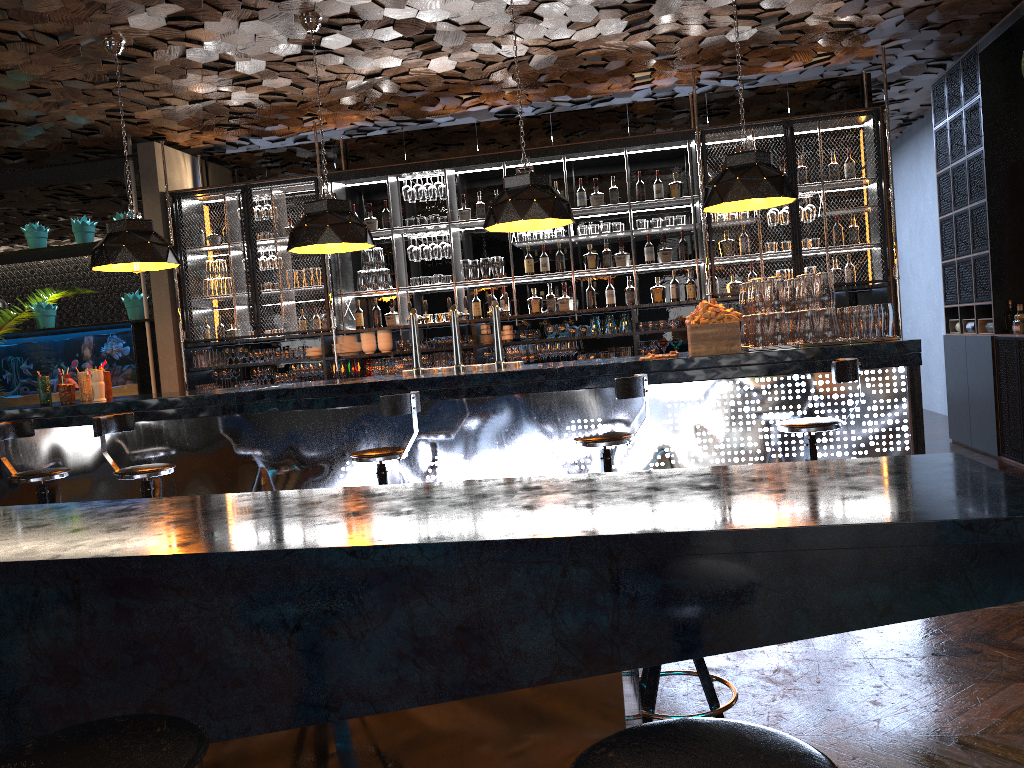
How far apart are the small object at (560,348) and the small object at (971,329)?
3.8m

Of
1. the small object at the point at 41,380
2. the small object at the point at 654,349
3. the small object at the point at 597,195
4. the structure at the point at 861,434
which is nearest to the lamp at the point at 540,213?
the structure at the point at 861,434

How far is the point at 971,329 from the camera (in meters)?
8.12

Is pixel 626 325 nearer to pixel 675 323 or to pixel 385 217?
pixel 675 323

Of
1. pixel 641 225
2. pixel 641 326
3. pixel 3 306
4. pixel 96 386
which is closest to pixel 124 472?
pixel 96 386

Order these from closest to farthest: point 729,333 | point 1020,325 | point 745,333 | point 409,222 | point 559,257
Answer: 1. point 729,333
2. point 745,333
3. point 1020,325
4. point 559,257
5. point 409,222

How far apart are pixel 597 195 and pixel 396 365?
2.5 meters

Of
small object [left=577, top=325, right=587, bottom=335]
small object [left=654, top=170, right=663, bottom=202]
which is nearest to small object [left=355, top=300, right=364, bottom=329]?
small object [left=577, top=325, right=587, bottom=335]

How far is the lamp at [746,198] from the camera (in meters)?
5.37

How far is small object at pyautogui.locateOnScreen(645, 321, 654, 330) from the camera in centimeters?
804cm
